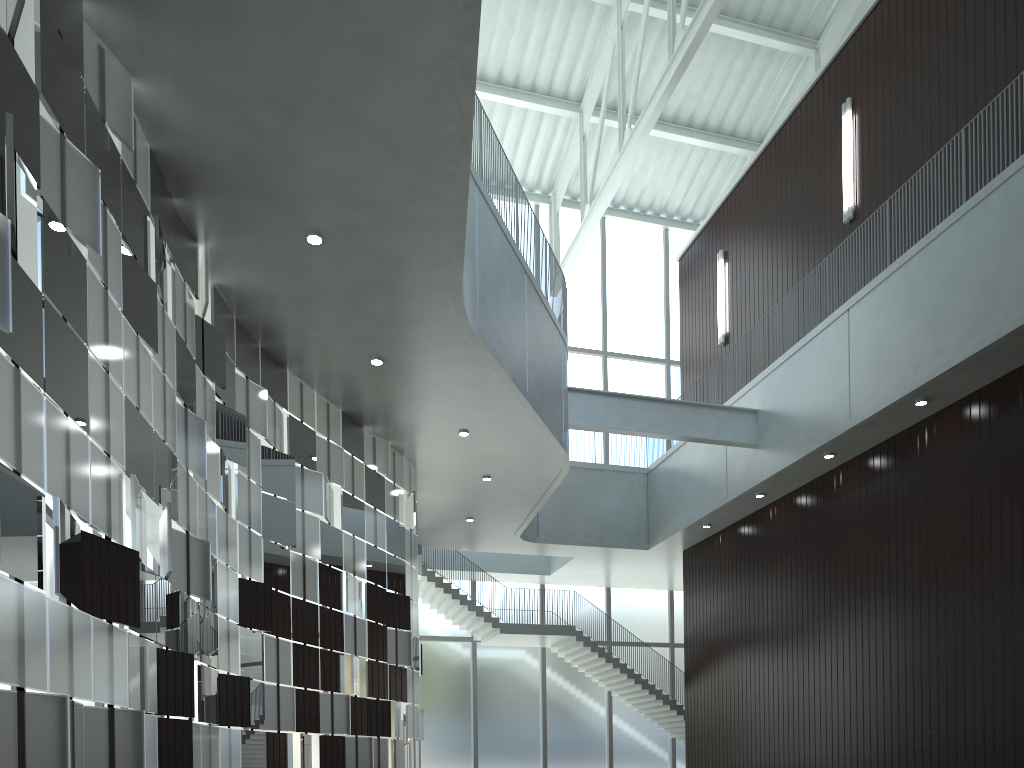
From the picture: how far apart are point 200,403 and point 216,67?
12.5m
